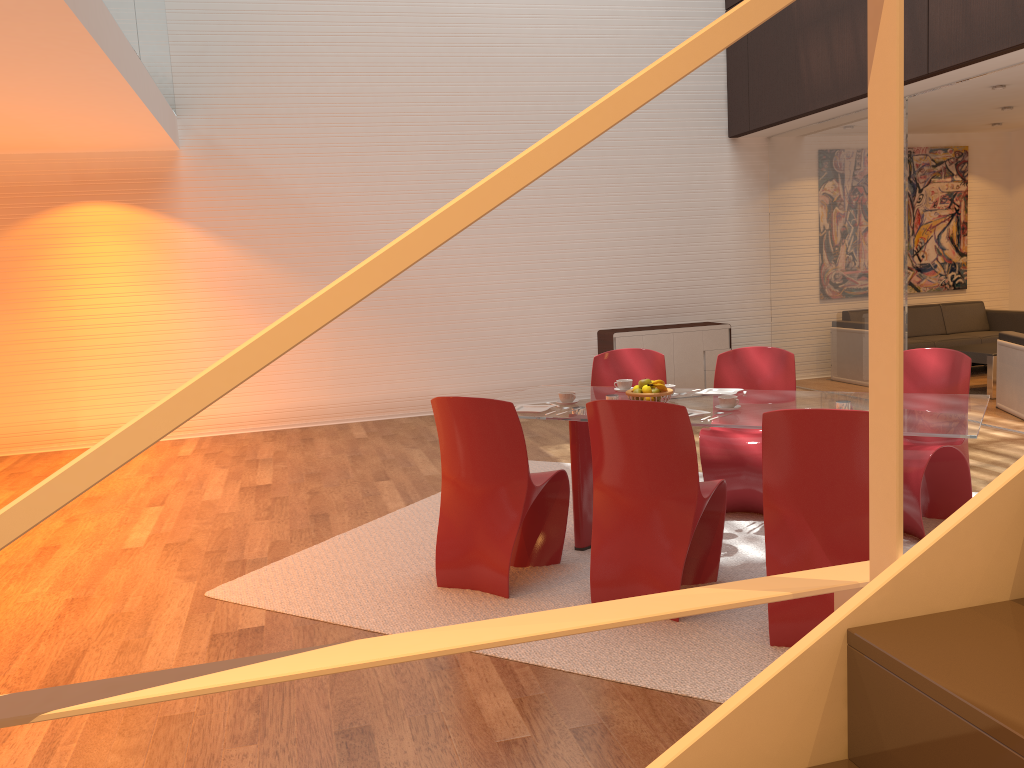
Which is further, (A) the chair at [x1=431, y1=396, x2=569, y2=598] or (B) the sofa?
(B) the sofa

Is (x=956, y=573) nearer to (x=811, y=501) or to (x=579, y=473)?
(x=811, y=501)

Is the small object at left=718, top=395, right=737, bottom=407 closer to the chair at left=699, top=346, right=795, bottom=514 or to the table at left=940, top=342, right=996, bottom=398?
the chair at left=699, top=346, right=795, bottom=514

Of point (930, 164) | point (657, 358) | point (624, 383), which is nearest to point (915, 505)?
point (624, 383)

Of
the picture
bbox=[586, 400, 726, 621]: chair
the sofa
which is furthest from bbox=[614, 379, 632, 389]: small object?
the picture

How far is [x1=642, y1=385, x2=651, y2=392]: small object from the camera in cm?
434

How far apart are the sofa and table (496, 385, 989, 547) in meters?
5.5 m

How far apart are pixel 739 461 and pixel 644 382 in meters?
0.8 m

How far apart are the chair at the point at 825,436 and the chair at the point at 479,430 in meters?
1.1 m

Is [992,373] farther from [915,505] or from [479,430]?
[479,430]
